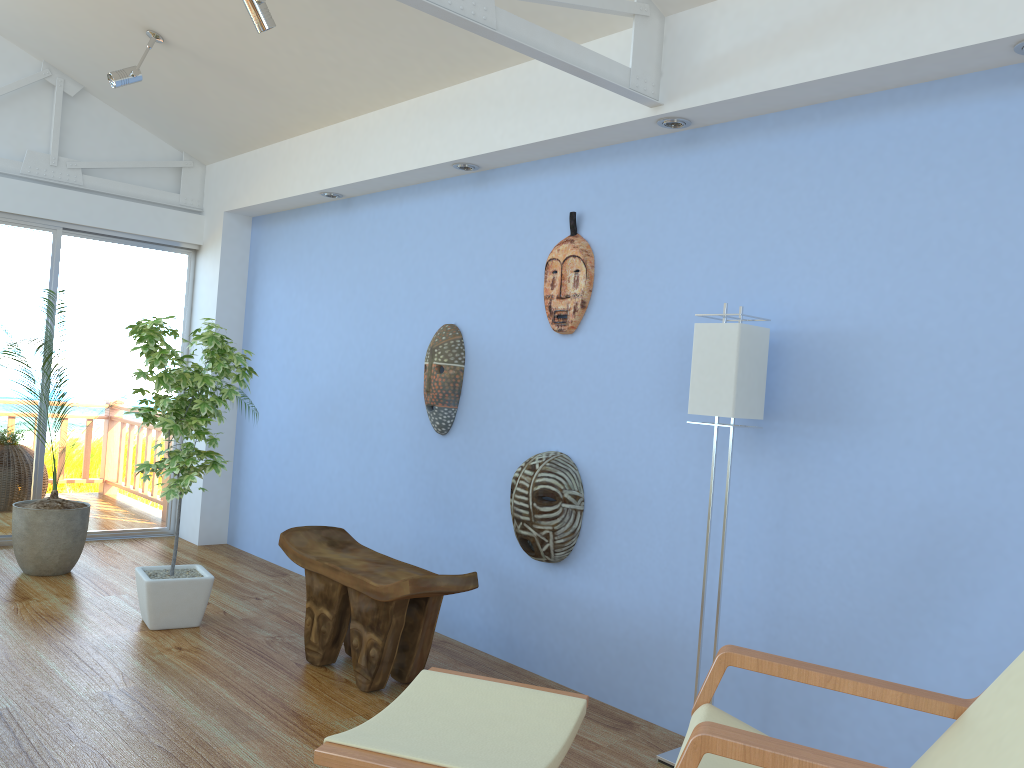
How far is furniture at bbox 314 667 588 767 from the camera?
1.84m

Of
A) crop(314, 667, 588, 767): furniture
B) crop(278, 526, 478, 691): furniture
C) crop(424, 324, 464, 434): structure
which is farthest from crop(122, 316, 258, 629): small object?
crop(314, 667, 588, 767): furniture

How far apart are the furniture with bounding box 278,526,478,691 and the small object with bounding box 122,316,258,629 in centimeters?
46cm

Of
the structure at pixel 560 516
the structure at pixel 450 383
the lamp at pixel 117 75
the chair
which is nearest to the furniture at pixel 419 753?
the chair

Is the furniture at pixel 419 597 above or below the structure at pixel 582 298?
below

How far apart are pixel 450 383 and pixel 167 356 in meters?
1.3 m

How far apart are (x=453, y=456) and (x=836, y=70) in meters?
2.4

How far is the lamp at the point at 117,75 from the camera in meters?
4.5

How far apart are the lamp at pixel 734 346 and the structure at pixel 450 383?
1.5 meters

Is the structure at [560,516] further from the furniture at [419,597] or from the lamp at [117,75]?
the lamp at [117,75]
